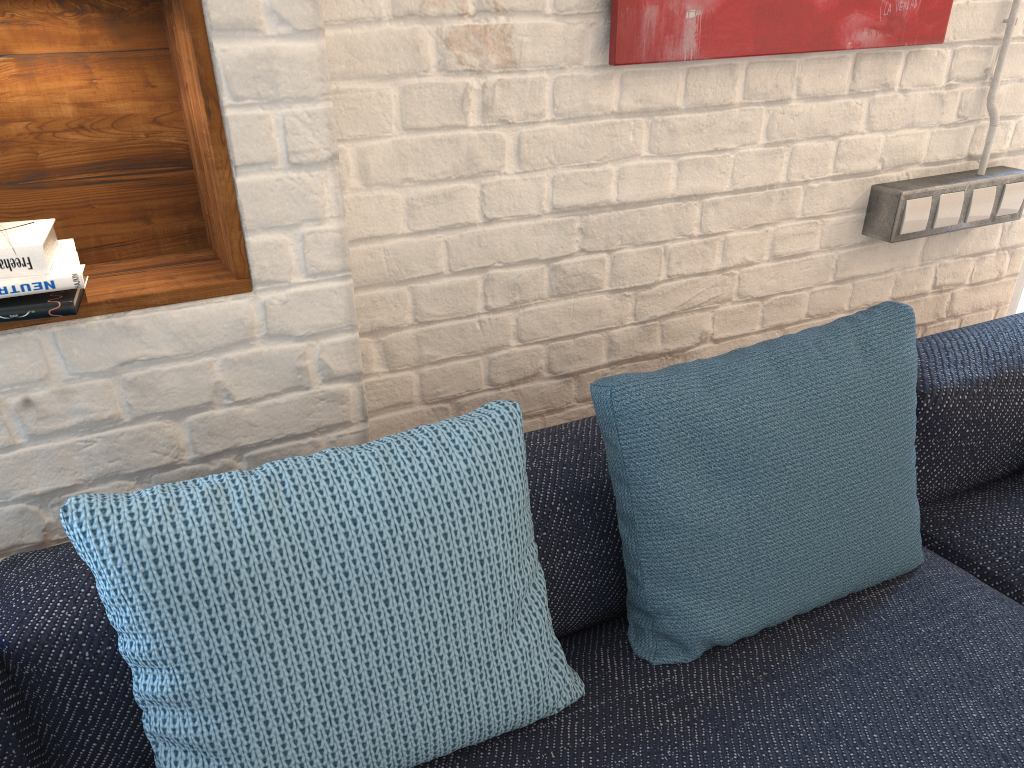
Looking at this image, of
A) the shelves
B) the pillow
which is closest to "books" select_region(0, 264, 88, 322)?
the shelves

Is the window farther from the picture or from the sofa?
the picture

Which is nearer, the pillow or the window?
the pillow

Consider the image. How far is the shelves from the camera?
1.10m

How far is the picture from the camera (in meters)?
1.48

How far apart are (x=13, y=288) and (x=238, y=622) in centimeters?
49cm

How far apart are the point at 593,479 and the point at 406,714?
0.44m

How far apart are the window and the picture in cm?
82

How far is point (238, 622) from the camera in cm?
88

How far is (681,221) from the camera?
1.70m
